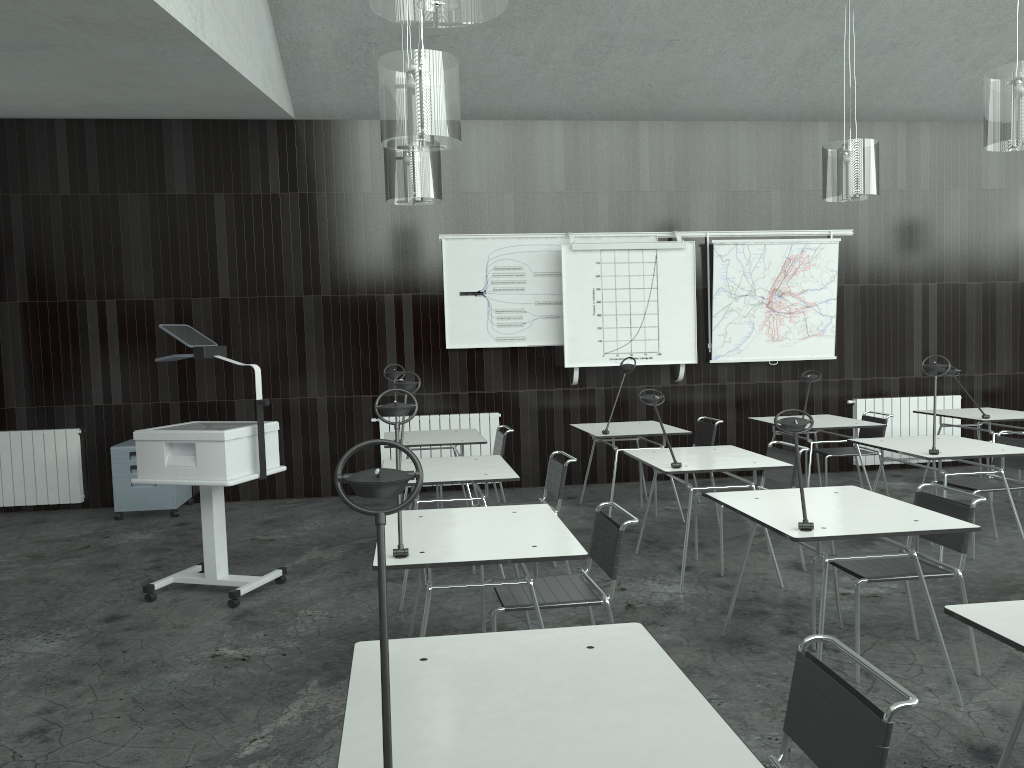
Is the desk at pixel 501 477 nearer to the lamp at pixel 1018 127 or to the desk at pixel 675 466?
the desk at pixel 675 466

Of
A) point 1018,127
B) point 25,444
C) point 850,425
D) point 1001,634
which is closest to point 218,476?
point 1001,634

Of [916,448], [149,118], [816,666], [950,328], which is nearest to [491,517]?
[816,666]

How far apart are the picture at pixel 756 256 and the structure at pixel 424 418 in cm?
204

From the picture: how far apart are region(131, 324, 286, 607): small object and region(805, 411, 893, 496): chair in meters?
4.1 m

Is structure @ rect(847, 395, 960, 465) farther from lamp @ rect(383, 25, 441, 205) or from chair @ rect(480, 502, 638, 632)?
chair @ rect(480, 502, 638, 632)

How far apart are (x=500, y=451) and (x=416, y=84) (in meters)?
3.14

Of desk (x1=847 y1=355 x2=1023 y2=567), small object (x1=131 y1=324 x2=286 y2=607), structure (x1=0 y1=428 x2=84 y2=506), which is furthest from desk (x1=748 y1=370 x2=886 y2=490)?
structure (x1=0 y1=428 x2=84 y2=506)

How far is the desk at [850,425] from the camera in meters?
6.4

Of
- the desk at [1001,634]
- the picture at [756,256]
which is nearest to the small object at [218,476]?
the desk at [1001,634]
